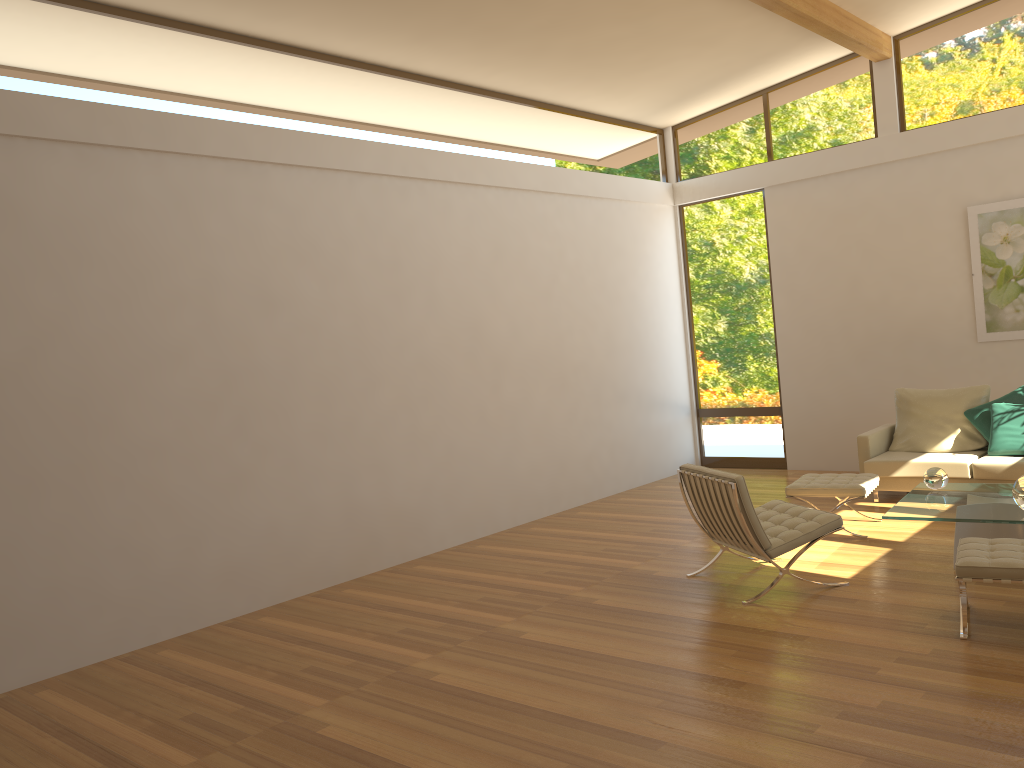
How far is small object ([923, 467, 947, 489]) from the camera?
6.0m

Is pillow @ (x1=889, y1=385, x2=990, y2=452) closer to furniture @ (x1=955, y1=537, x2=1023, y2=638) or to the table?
the table

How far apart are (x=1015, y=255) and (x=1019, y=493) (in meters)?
3.94

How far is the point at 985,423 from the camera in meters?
7.5

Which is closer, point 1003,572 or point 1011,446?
point 1003,572

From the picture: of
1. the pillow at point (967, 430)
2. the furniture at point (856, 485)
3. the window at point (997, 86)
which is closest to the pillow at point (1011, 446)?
the pillow at point (967, 430)

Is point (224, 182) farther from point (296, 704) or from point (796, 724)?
point (796, 724)

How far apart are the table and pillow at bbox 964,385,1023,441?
1.6m

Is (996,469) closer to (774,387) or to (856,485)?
(856,485)

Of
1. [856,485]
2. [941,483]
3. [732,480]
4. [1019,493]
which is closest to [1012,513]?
[1019,493]
